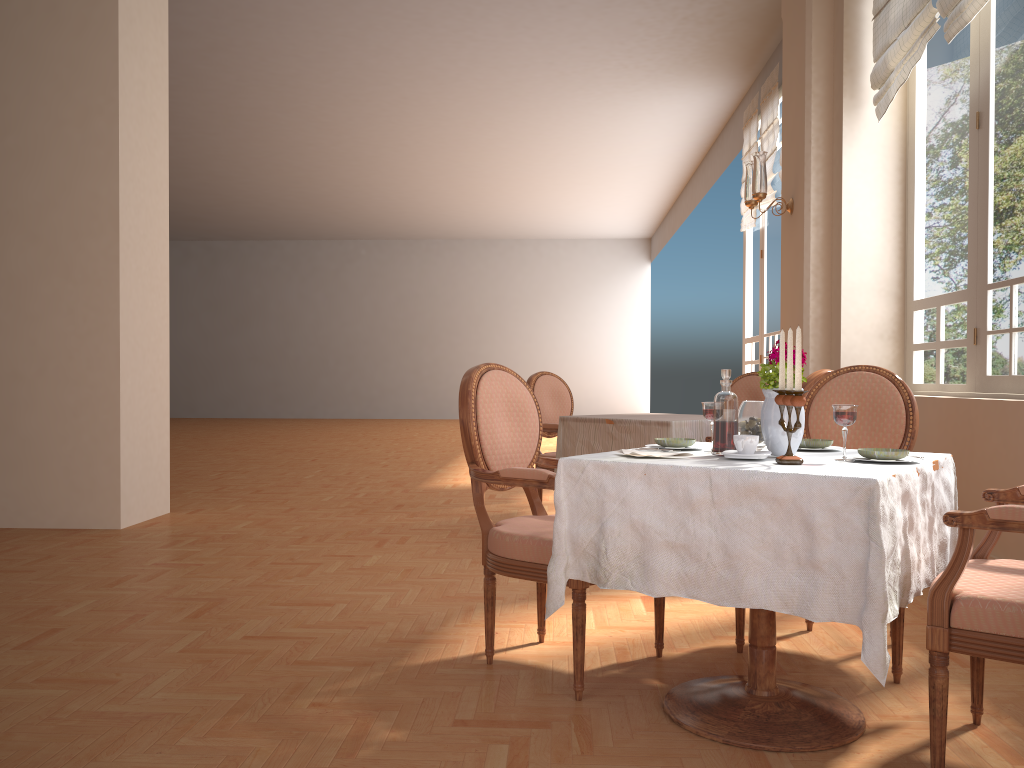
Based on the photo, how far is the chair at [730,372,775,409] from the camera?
5.41m

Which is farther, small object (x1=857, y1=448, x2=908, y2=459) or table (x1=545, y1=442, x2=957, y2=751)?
small object (x1=857, y1=448, x2=908, y2=459)

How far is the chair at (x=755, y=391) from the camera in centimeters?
541cm

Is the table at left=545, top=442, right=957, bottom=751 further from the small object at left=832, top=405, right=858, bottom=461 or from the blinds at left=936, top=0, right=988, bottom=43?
the blinds at left=936, top=0, right=988, bottom=43

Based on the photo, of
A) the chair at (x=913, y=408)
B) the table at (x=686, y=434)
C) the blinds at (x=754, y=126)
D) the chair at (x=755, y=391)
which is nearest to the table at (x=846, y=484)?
the chair at (x=913, y=408)

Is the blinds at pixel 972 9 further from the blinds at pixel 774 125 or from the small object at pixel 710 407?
the blinds at pixel 774 125

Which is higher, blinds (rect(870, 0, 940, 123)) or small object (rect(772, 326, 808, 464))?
blinds (rect(870, 0, 940, 123))

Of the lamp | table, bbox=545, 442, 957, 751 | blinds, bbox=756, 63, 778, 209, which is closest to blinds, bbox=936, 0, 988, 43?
the lamp

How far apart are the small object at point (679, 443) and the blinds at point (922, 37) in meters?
2.8 m

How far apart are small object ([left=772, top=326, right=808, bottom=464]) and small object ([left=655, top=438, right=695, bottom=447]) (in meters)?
0.38
